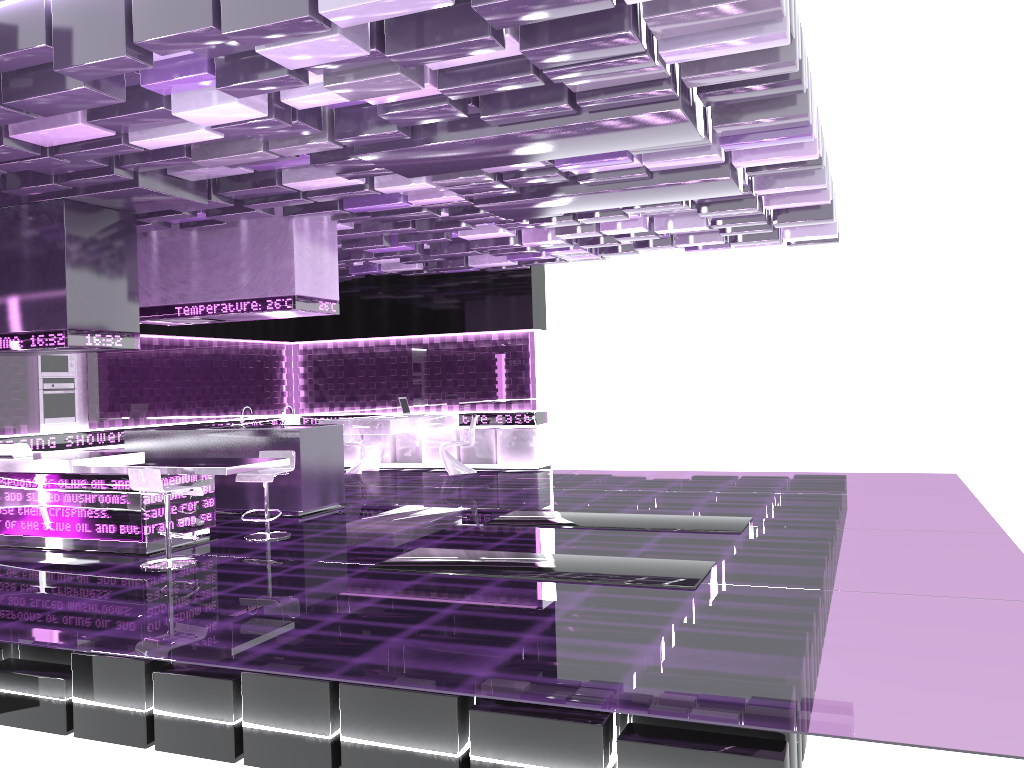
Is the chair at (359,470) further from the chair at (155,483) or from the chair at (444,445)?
the chair at (155,483)

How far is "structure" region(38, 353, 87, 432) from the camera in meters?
10.6 m

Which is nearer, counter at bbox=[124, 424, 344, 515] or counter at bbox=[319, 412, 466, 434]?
counter at bbox=[124, 424, 344, 515]

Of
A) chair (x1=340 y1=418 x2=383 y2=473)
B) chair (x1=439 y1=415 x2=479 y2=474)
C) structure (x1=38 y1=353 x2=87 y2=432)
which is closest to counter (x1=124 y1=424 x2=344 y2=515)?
structure (x1=38 y1=353 x2=87 y2=432)

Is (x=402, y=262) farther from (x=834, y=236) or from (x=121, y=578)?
(x=121, y=578)

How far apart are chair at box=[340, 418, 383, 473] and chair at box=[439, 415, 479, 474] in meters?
1.3 m

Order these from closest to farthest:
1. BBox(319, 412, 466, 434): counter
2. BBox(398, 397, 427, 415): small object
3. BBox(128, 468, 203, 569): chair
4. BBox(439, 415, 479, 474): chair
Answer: BBox(128, 468, 203, 569): chair < BBox(319, 412, 466, 434): counter < BBox(439, 415, 479, 474): chair < BBox(398, 397, 427, 415): small object

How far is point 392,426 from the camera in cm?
1203

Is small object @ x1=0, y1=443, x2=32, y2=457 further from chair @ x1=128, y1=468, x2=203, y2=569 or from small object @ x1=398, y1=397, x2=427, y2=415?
small object @ x1=398, y1=397, x2=427, y2=415

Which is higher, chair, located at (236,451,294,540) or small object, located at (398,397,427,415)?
small object, located at (398,397,427,415)
